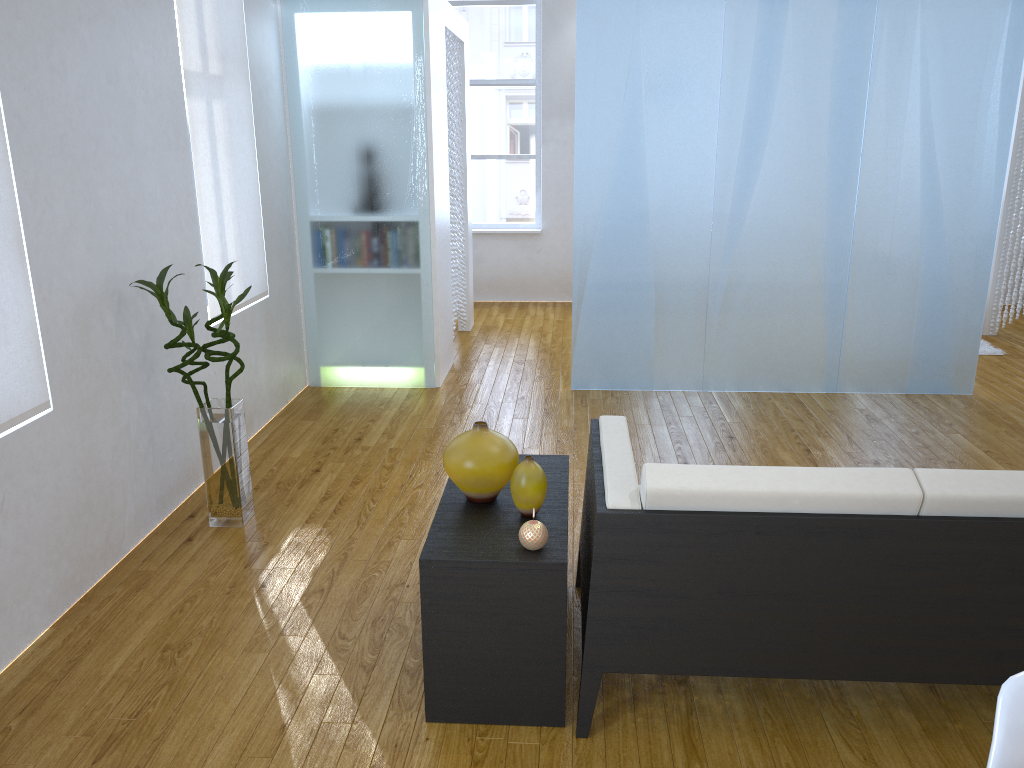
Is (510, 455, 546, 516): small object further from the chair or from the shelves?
the chair

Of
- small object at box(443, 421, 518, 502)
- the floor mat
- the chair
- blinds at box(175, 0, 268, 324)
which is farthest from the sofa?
the floor mat

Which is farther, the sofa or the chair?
the sofa

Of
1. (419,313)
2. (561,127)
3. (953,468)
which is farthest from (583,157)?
(561,127)

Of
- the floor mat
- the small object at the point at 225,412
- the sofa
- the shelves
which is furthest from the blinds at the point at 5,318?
the floor mat

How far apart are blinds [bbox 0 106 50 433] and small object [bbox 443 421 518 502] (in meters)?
1.22

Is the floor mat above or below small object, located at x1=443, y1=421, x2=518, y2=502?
below

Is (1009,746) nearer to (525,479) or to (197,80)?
(525,479)

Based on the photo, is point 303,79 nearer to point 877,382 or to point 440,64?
point 440,64

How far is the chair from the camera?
1.2 meters
